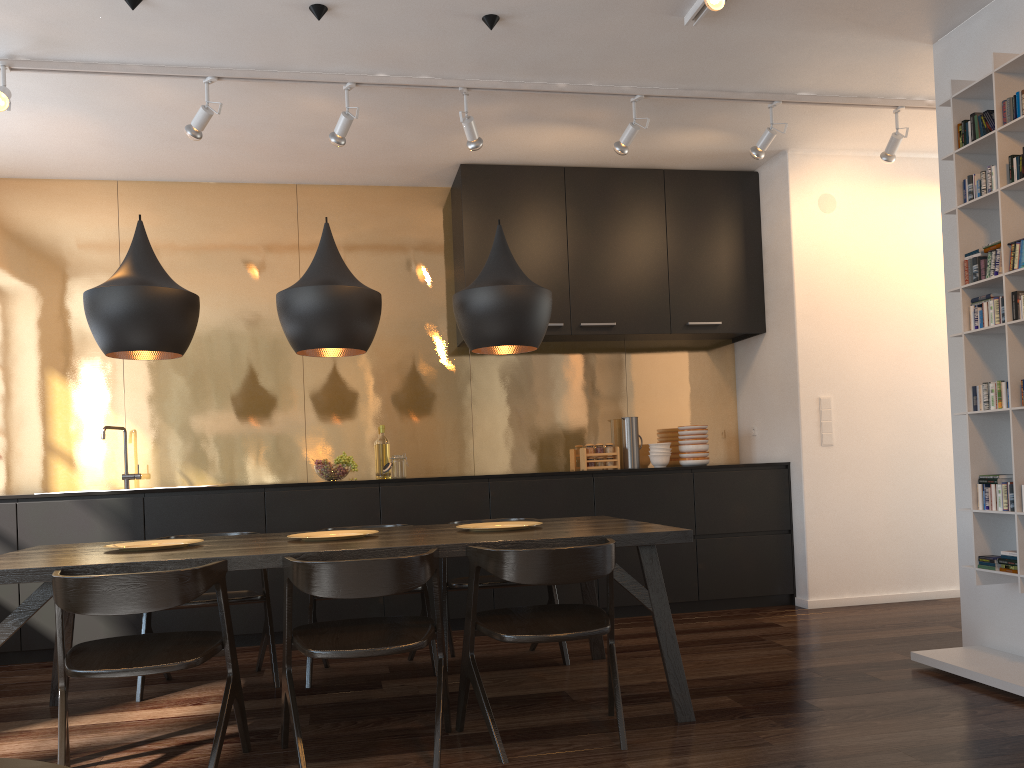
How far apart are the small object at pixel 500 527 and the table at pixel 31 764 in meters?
2.1

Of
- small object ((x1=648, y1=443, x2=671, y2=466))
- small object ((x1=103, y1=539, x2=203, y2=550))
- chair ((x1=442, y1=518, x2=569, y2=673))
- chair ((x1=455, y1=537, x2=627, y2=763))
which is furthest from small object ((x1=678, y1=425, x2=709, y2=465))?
small object ((x1=103, y1=539, x2=203, y2=550))

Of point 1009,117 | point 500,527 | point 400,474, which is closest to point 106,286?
point 500,527

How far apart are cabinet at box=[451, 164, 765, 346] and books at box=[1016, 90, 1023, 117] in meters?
2.5 m

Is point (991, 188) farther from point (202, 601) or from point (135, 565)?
point (202, 601)

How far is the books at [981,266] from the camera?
3.6m

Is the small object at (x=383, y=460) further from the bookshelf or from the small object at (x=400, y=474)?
the bookshelf

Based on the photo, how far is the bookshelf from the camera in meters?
3.4 m

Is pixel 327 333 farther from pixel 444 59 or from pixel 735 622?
pixel 735 622

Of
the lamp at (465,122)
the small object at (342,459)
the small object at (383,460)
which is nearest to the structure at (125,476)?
the small object at (342,459)
